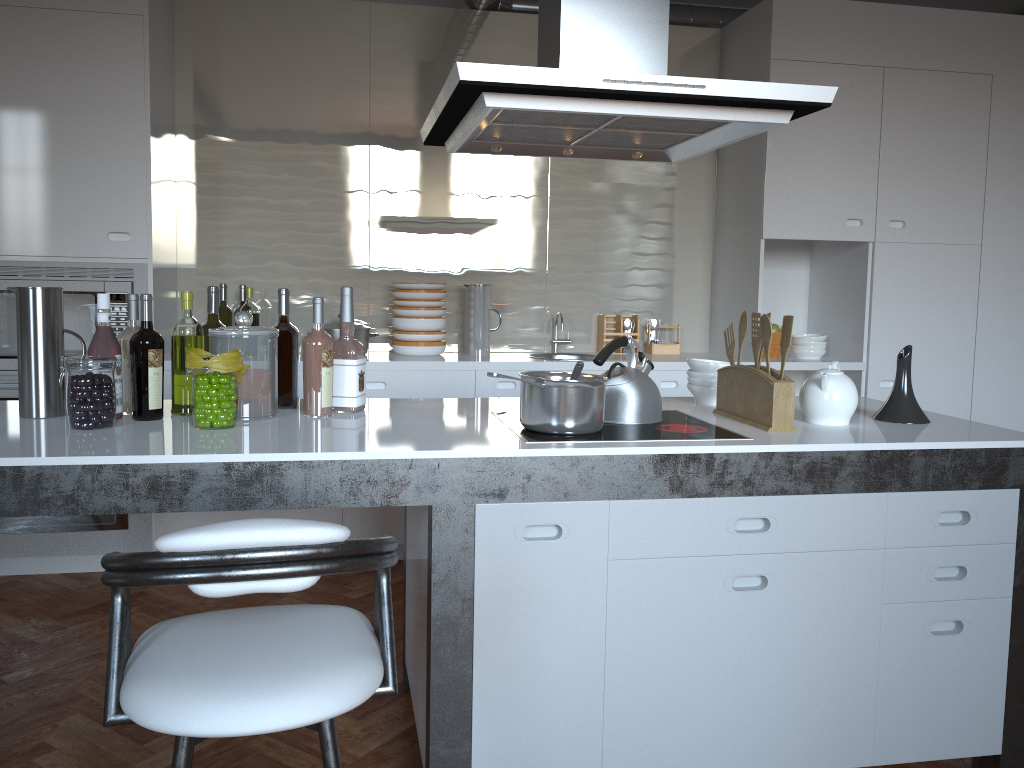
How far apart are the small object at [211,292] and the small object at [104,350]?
0.3 meters

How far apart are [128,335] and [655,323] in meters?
3.0

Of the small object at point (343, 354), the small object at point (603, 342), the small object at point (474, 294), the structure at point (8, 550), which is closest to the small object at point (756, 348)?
the small object at point (343, 354)

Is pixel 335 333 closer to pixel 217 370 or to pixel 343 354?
pixel 343 354

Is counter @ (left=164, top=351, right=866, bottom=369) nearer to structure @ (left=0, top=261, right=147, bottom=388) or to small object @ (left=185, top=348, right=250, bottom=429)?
structure @ (left=0, top=261, right=147, bottom=388)

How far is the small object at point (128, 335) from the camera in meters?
2.4 m

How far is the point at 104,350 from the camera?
2.27m

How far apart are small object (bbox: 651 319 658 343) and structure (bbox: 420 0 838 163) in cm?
199

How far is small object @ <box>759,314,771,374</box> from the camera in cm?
235

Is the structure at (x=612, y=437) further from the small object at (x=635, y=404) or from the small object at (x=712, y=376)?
the small object at (x=712, y=376)
